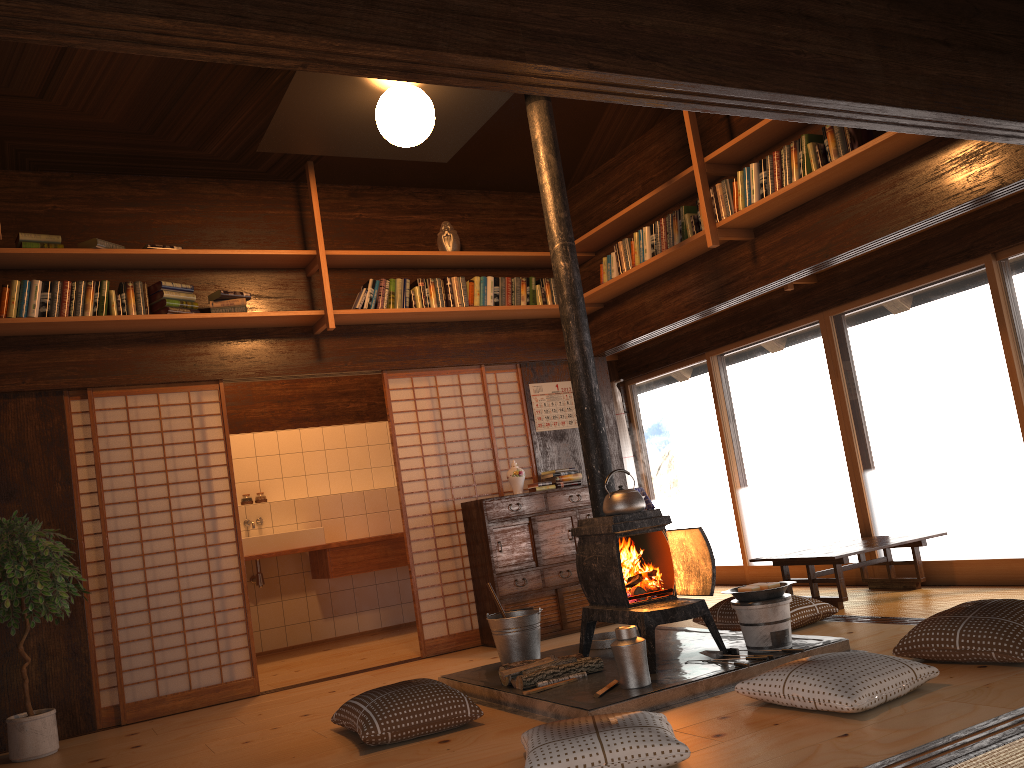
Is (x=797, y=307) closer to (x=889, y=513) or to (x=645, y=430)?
(x=889, y=513)

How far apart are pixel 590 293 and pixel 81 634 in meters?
4.0 m

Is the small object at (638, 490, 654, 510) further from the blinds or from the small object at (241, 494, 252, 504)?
the small object at (241, 494, 252, 504)

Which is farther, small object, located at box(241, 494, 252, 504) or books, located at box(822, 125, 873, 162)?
small object, located at box(241, 494, 252, 504)

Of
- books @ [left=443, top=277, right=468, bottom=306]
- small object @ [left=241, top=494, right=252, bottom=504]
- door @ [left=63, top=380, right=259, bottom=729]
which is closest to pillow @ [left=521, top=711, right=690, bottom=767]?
door @ [left=63, top=380, right=259, bottom=729]

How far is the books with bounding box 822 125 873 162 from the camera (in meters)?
4.60

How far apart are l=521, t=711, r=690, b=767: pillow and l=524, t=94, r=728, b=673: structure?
0.92m

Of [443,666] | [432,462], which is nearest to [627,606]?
[443,666]

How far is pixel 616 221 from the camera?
6.3 meters

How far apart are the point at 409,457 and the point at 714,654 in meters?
2.8
